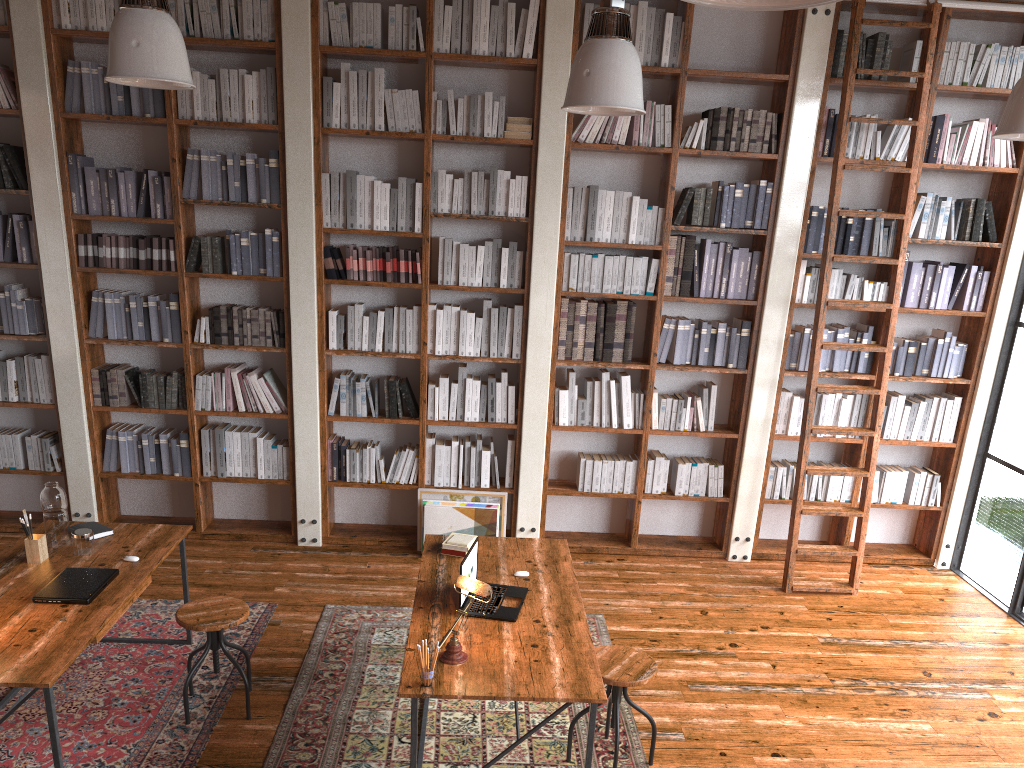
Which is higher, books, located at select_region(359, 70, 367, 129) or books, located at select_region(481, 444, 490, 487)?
books, located at select_region(359, 70, 367, 129)

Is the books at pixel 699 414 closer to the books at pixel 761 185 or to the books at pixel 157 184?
the books at pixel 761 185

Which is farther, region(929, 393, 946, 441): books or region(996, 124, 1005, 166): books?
region(929, 393, 946, 441): books

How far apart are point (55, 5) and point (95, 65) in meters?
0.4

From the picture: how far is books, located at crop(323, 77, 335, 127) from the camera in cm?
539

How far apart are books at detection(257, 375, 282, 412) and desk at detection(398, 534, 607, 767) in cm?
188

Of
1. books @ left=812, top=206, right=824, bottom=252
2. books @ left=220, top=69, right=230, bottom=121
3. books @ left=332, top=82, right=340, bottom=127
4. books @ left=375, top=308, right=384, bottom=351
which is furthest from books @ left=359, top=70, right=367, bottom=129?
books @ left=812, top=206, right=824, bottom=252

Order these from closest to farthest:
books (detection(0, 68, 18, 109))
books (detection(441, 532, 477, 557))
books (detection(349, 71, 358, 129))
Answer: books (detection(441, 532, 477, 557))
books (detection(0, 68, 18, 109))
books (detection(349, 71, 358, 129))

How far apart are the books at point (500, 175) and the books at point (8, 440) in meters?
3.6

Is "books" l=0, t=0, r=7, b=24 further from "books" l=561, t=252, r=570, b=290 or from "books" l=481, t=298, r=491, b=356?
"books" l=561, t=252, r=570, b=290
